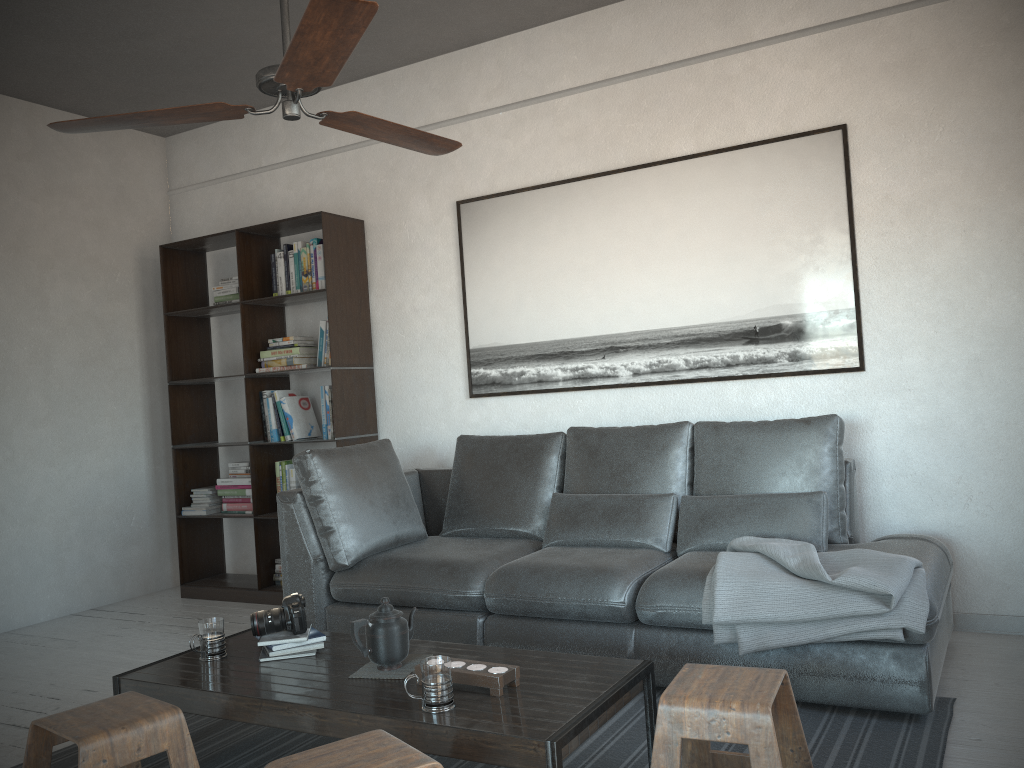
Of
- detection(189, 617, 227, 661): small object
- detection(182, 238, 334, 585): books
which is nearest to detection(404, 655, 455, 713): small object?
detection(189, 617, 227, 661): small object

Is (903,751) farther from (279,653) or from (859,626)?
(279,653)

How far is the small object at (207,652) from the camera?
2.7 meters

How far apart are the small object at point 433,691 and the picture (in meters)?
2.25

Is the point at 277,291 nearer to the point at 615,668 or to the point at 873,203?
the point at 873,203

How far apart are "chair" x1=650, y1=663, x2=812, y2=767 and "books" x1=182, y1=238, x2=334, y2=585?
2.9 meters

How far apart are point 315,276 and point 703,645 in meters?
2.9 m

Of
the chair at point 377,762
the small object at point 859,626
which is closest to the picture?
the small object at point 859,626

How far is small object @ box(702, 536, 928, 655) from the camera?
2.6 meters

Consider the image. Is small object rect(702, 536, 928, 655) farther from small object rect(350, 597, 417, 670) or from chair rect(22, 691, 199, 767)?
chair rect(22, 691, 199, 767)
